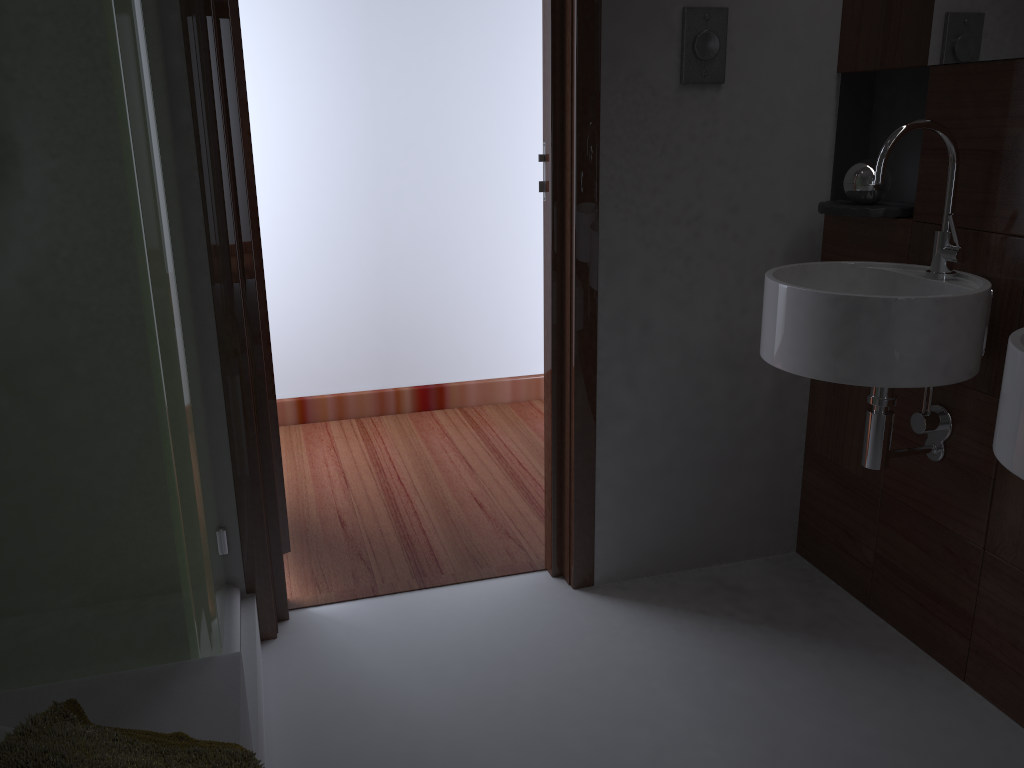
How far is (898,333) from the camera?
1.6m

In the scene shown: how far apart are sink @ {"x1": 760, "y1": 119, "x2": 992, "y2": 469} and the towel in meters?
1.2 m

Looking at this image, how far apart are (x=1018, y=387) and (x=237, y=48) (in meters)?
1.62

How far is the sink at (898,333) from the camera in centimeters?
158cm

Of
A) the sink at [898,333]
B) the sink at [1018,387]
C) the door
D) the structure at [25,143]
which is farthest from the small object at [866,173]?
the structure at [25,143]

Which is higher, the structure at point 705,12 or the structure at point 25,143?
the structure at point 705,12

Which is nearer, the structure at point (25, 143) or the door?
the structure at point (25, 143)

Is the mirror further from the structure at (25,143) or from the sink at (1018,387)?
the structure at (25,143)

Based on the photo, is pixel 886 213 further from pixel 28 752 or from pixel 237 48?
pixel 28 752

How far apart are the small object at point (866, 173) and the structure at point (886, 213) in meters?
0.0 m
